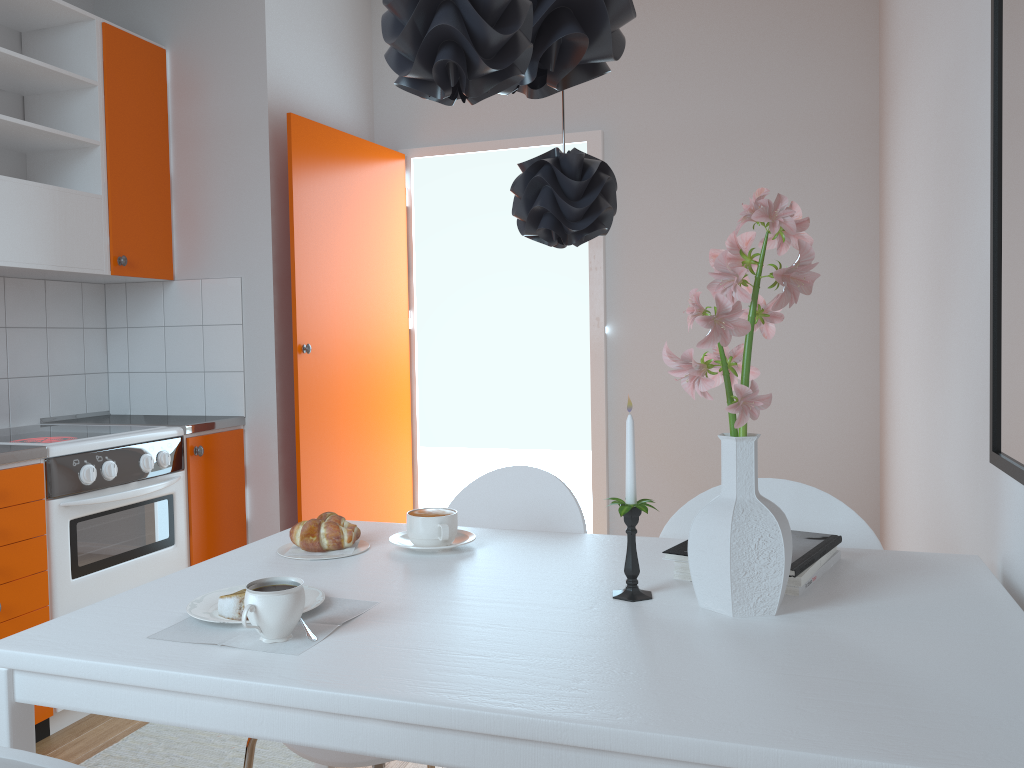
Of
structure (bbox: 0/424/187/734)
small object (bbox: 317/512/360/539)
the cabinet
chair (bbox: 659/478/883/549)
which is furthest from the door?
chair (bbox: 659/478/883/549)

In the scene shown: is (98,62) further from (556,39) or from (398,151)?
(556,39)

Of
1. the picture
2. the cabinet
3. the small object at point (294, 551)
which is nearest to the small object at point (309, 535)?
the small object at point (294, 551)

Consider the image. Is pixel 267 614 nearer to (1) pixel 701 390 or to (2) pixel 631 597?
(2) pixel 631 597

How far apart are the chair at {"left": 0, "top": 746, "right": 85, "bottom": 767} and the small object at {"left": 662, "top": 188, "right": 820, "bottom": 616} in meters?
0.8 m

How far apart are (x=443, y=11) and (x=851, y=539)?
1.2m

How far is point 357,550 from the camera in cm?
160

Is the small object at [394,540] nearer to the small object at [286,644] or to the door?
the small object at [286,644]

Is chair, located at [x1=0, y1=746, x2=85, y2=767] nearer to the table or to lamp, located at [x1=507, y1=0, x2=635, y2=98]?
the table

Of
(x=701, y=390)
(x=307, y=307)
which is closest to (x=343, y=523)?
(x=701, y=390)
